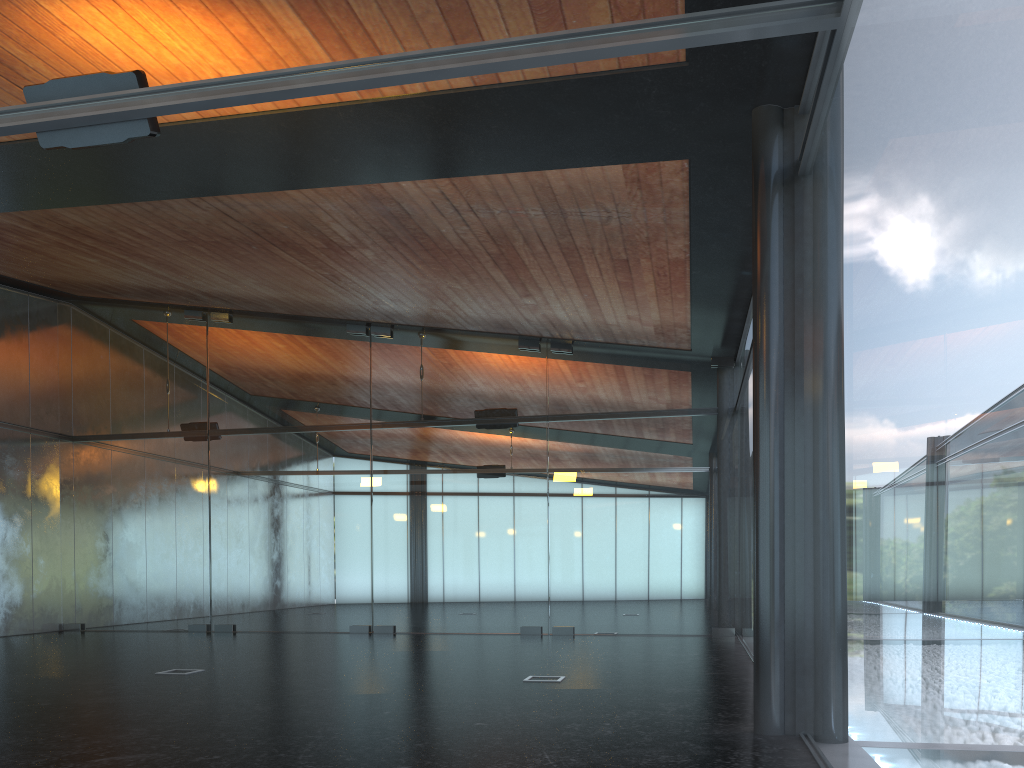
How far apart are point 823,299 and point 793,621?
2.2 meters
